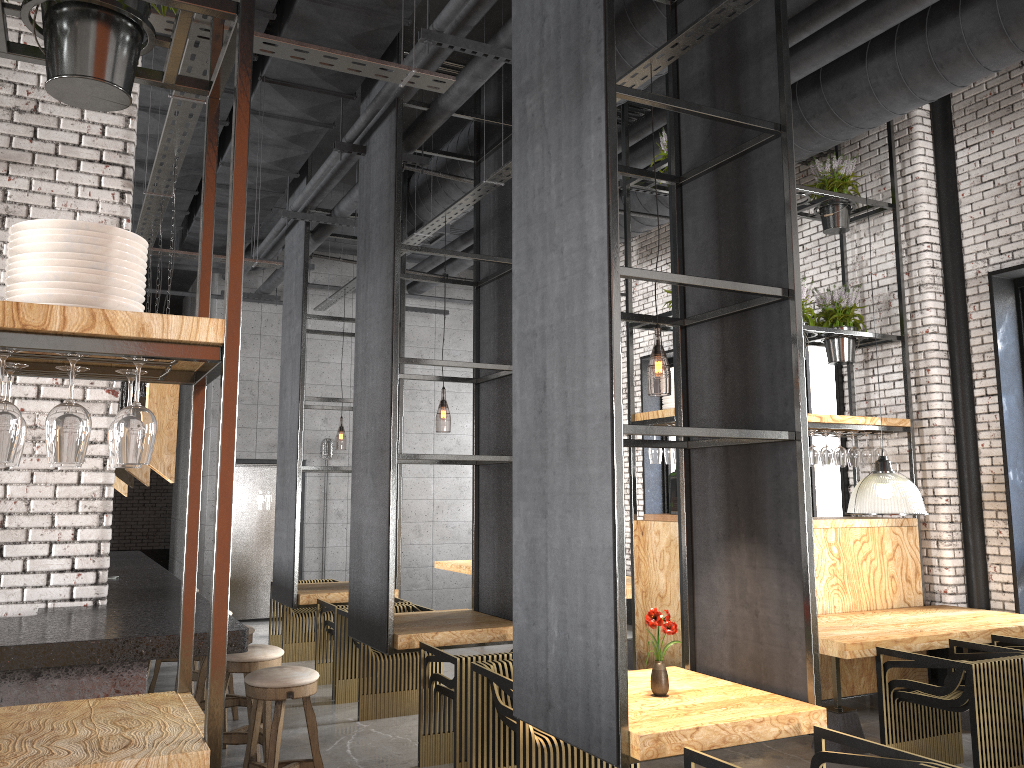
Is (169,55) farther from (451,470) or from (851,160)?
(451,470)

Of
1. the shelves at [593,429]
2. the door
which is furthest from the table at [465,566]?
the shelves at [593,429]

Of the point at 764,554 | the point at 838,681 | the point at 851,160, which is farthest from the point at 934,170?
the point at 764,554

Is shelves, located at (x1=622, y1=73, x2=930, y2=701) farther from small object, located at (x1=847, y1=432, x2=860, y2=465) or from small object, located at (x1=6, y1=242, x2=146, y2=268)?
Answer: small object, located at (x1=6, y1=242, x2=146, y2=268)

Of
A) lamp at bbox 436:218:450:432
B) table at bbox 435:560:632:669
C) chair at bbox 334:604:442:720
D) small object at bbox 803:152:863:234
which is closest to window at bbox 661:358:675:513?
table at bbox 435:560:632:669

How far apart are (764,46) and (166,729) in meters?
3.8 m

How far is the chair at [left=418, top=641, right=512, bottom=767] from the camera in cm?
485

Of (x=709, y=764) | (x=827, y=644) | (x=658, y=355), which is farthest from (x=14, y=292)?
(x=658, y=355)

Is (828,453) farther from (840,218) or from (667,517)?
(840,218)

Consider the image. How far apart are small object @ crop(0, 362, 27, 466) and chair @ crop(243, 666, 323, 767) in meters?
2.1 m
